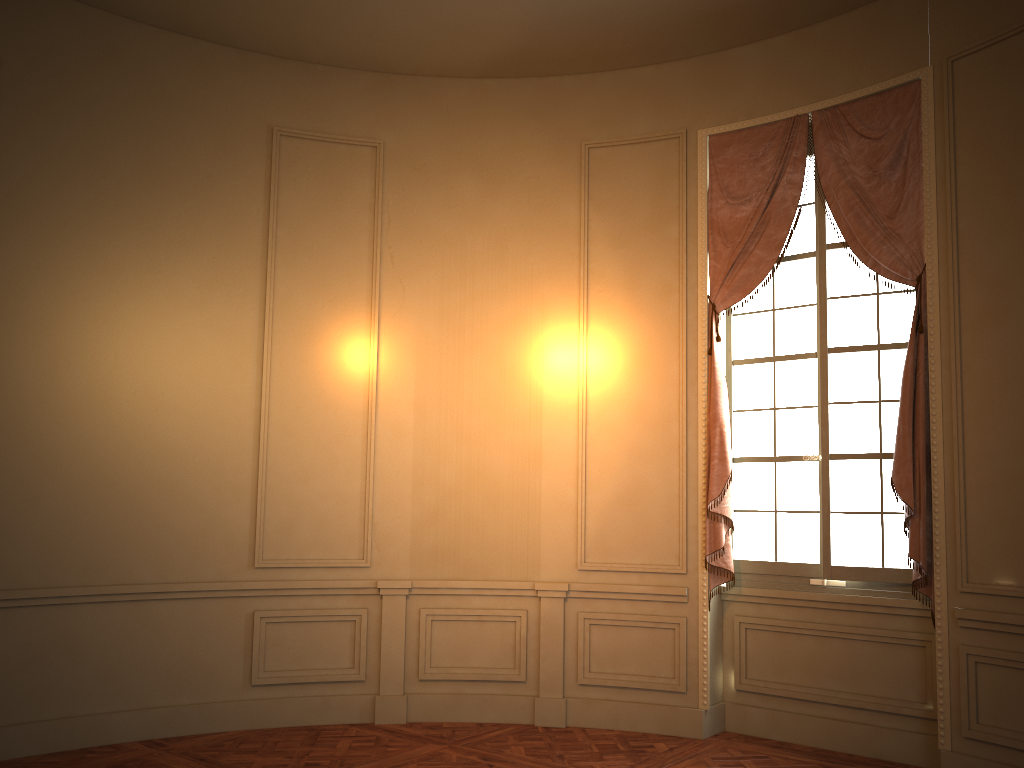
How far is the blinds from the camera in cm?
468

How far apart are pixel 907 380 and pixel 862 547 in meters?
1.0

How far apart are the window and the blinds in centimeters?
10cm

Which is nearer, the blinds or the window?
the blinds

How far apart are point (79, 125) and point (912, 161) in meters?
4.7

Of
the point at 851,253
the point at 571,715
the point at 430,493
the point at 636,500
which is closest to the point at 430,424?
the point at 430,493

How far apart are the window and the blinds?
0.1m

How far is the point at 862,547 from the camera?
5.0m
